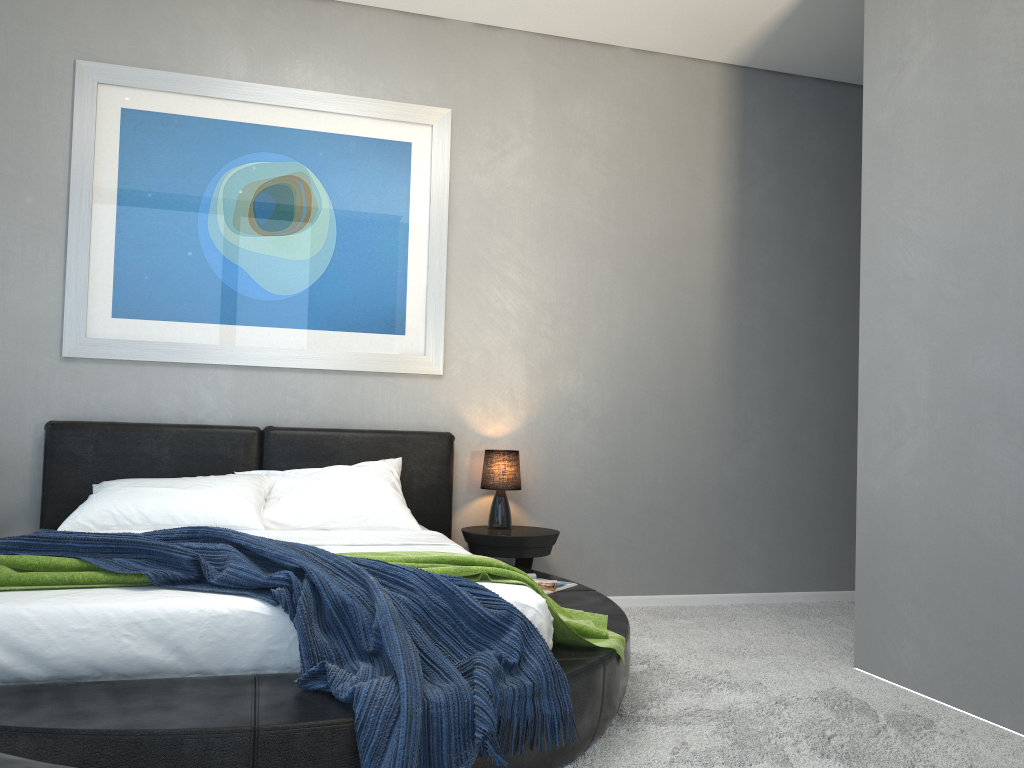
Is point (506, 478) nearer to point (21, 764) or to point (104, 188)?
point (104, 188)

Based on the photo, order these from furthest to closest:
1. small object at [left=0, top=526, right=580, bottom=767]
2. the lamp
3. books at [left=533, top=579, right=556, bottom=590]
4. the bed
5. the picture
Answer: the lamp, the picture, books at [left=533, top=579, right=556, bottom=590], small object at [left=0, top=526, right=580, bottom=767], the bed

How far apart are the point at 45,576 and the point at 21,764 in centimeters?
156cm

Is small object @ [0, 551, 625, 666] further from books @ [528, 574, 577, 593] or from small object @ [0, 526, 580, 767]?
books @ [528, 574, 577, 593]

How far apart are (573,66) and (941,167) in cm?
225

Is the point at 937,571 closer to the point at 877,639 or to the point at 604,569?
the point at 877,639

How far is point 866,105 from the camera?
3.7 meters

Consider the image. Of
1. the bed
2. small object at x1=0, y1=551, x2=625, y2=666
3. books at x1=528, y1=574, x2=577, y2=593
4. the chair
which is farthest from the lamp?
the chair

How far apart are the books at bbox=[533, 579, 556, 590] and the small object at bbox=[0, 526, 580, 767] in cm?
120

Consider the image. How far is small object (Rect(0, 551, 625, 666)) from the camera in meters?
2.4 m
